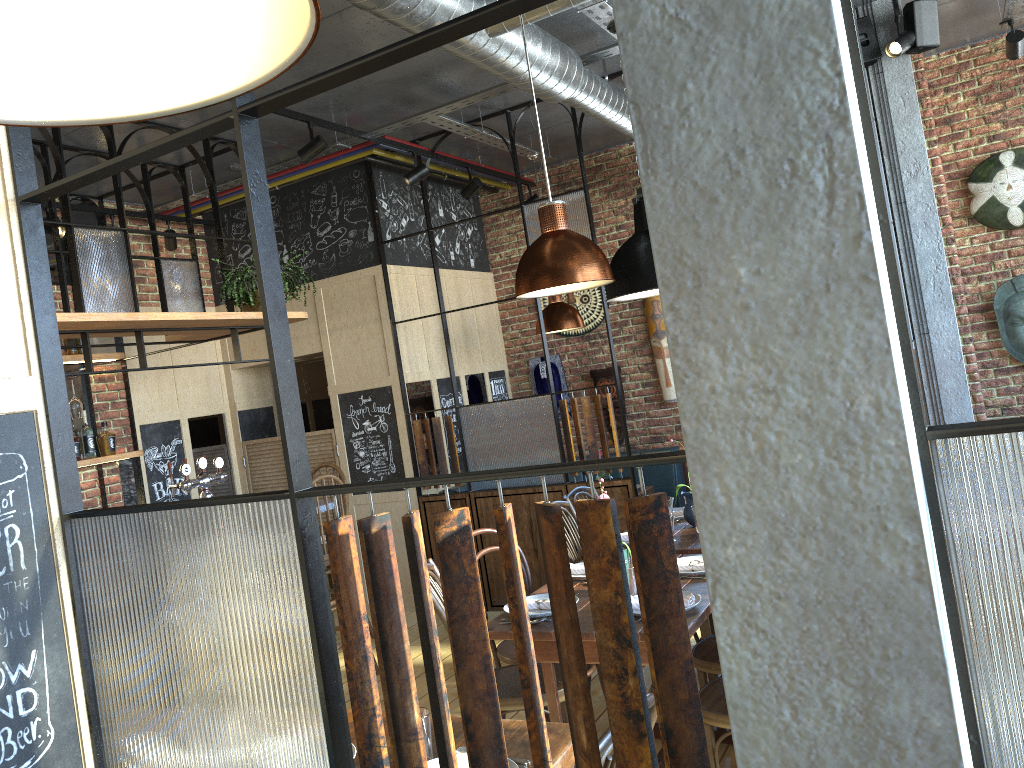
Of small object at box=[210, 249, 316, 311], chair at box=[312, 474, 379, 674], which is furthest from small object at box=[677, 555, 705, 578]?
small object at box=[210, 249, 316, 311]

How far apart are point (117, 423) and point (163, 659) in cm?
489

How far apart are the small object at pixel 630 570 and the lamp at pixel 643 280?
1.4m

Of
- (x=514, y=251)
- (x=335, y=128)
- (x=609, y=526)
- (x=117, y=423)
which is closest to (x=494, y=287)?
(x=514, y=251)

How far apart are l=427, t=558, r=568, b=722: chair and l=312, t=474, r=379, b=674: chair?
1.6 meters

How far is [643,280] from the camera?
4.11m

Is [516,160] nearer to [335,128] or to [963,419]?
[335,128]

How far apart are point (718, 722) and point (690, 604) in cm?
37

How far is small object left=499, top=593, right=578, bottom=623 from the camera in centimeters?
315cm

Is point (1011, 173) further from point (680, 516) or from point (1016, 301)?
point (680, 516)
